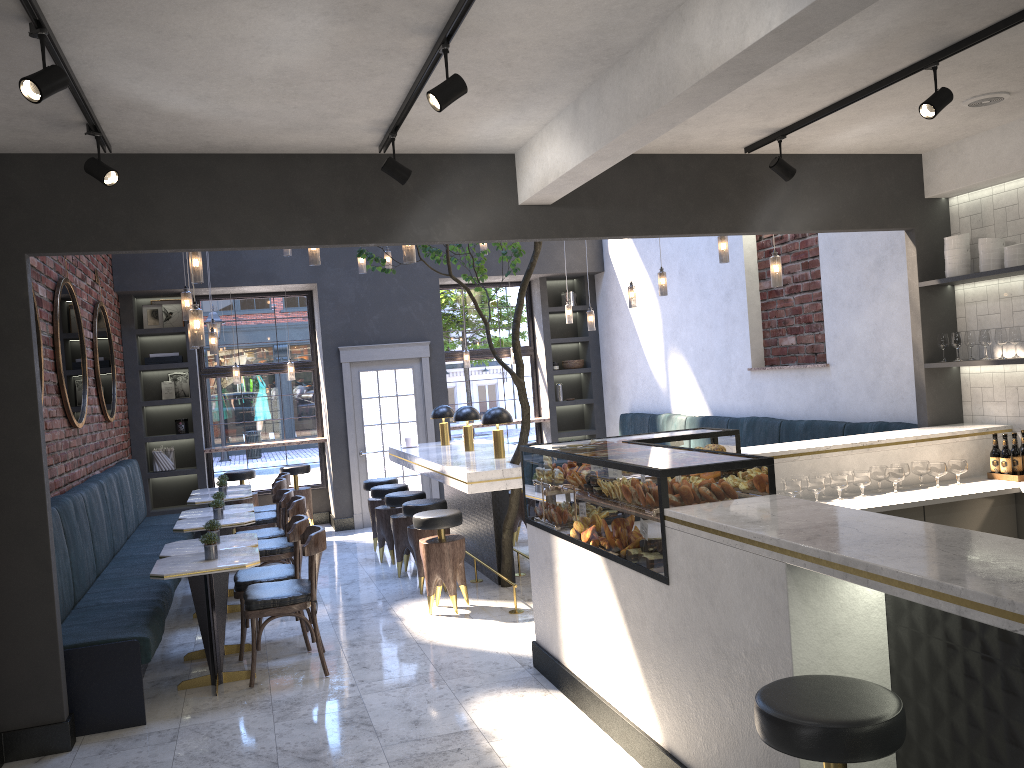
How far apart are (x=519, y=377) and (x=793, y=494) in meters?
2.2 m

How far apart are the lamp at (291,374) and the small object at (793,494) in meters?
7.4 m

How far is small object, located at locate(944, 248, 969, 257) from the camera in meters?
5.8 m

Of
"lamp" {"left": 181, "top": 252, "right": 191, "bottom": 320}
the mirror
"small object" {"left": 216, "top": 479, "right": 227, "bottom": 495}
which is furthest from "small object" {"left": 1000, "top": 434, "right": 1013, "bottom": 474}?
"small object" {"left": 216, "top": 479, "right": 227, "bottom": 495}

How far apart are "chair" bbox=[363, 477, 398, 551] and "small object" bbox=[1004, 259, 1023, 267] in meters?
5.9 m

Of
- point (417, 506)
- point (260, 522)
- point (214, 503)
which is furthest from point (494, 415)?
point (260, 522)

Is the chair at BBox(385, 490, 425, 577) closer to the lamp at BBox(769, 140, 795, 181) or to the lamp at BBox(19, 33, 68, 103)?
the lamp at BBox(769, 140, 795, 181)

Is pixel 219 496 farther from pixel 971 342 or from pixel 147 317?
pixel 971 342

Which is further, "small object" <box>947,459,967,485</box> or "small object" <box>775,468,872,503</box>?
"small object" <box>947,459,967,485</box>

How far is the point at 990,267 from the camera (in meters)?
5.58
